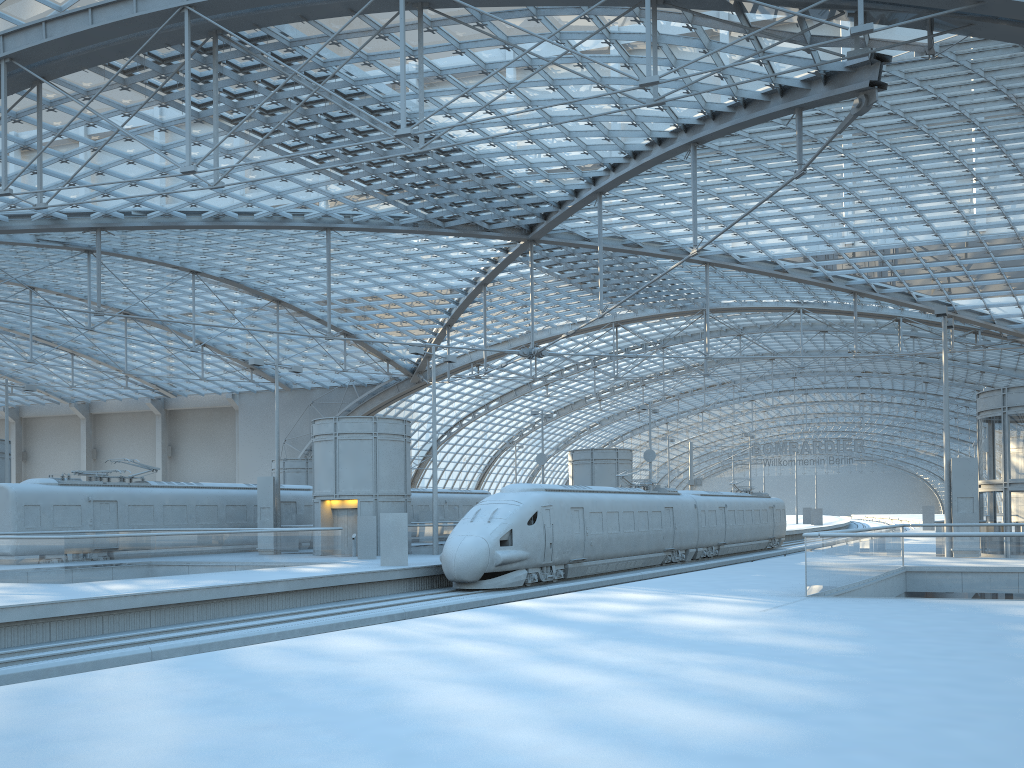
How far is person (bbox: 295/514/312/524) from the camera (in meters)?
39.79

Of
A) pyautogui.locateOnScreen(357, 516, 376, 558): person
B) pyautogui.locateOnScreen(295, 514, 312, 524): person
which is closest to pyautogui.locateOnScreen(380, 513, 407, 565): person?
pyautogui.locateOnScreen(357, 516, 376, 558): person

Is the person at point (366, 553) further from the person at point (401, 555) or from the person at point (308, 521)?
the person at point (308, 521)

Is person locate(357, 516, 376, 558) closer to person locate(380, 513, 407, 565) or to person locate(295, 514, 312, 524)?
person locate(380, 513, 407, 565)

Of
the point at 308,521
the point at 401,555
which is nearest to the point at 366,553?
the point at 401,555

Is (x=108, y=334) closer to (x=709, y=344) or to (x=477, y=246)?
(x=477, y=246)

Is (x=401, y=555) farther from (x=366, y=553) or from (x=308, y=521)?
(x=308, y=521)

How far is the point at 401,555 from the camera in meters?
27.1 m

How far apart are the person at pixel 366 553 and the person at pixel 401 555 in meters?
4.3

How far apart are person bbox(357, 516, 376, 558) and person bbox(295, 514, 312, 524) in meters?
9.1 m
